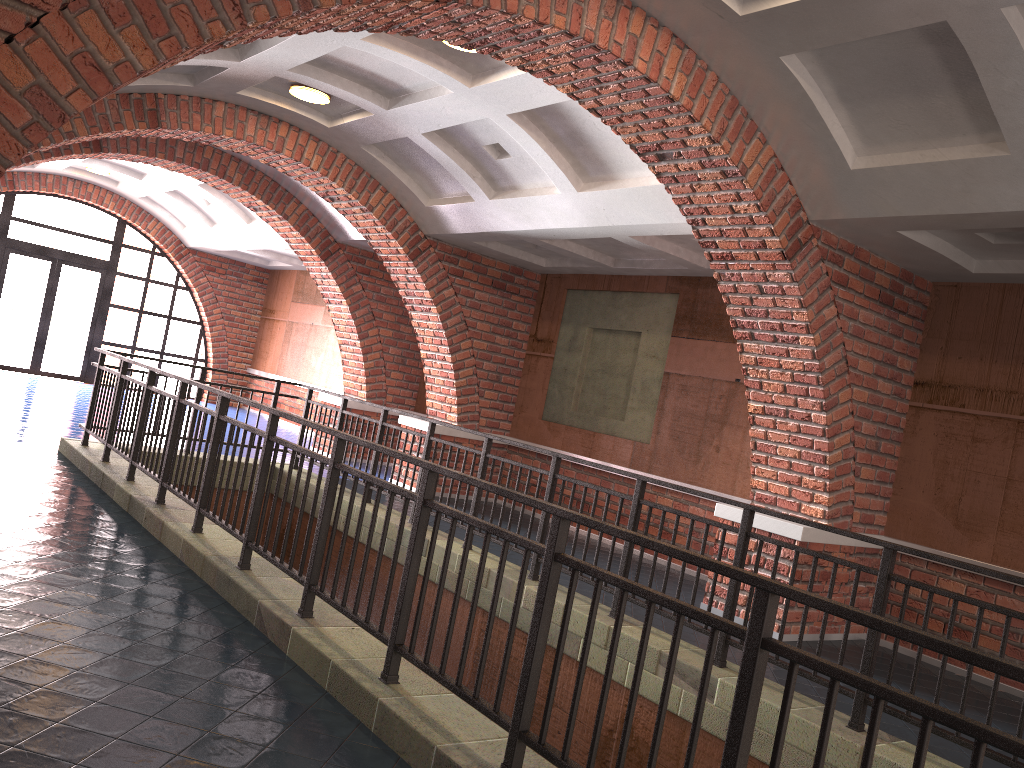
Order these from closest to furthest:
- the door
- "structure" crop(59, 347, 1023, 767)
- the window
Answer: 1. "structure" crop(59, 347, 1023, 767)
2. the window
3. the door

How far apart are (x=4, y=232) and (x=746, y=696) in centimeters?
1728cm

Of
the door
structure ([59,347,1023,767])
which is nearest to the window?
the door

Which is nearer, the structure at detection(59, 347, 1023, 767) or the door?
the structure at detection(59, 347, 1023, 767)

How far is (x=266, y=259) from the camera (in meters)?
17.83

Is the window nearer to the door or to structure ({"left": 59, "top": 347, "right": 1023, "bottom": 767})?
the door

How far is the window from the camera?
16.08m

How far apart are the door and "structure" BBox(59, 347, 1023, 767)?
9.3m

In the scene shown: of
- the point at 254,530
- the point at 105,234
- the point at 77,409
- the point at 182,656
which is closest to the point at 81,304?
the point at 105,234

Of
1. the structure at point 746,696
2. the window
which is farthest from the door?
the structure at point 746,696
